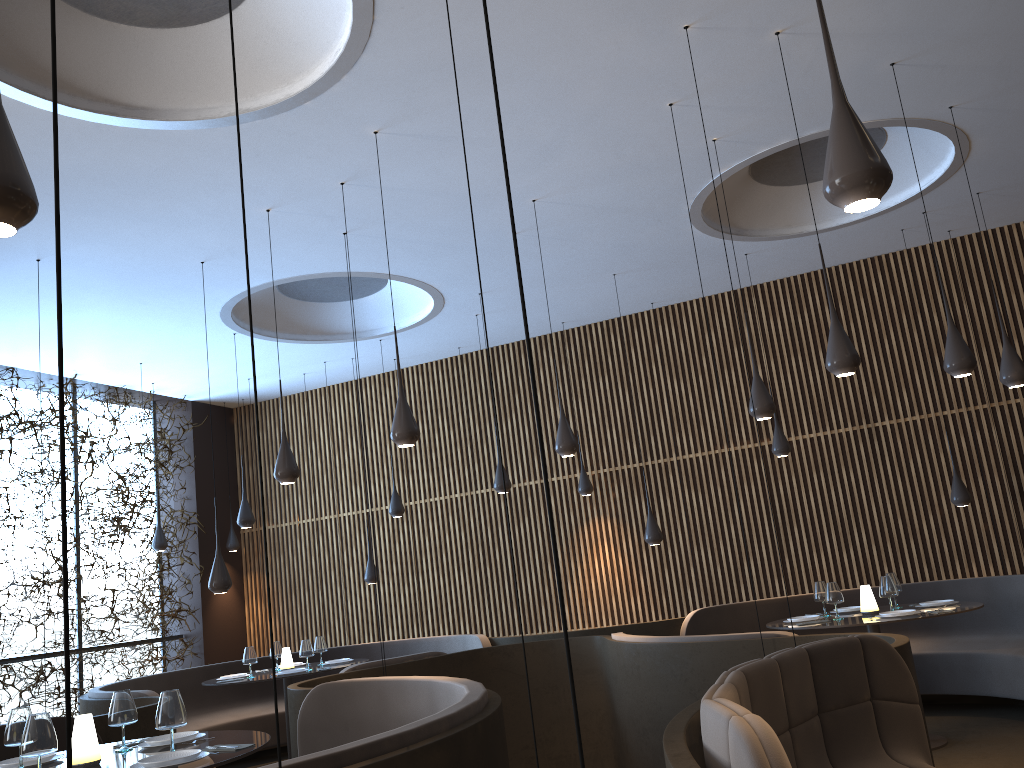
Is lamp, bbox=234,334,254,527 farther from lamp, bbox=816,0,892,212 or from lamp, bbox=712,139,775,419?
lamp, bbox=816,0,892,212

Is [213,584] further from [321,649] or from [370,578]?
[370,578]

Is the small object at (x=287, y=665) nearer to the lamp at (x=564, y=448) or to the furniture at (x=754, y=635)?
the furniture at (x=754, y=635)

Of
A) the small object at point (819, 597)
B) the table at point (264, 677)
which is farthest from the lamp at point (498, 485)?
the small object at point (819, 597)

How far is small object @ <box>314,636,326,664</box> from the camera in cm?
933

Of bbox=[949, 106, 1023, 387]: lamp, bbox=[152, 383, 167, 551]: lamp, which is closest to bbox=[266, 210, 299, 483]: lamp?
bbox=[949, 106, 1023, 387]: lamp

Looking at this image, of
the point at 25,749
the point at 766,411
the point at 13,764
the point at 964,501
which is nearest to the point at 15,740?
the point at 13,764

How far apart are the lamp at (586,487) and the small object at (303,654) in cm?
374

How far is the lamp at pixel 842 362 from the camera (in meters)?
5.08

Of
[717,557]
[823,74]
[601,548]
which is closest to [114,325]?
[601,548]
